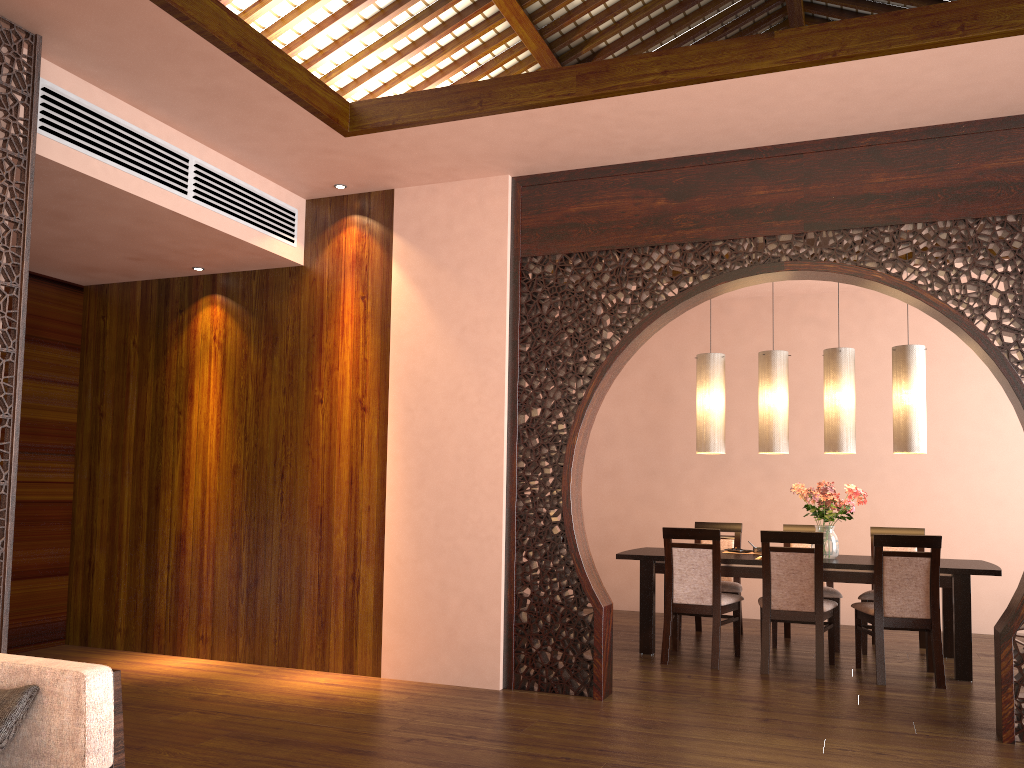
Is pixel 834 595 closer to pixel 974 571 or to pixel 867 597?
pixel 867 597

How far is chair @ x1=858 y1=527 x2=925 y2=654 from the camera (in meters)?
5.92

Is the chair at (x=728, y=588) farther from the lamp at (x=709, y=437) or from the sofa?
the sofa

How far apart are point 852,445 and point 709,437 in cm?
93

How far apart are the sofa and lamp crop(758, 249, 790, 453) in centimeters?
470cm

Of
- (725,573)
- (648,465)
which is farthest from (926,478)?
(725,573)

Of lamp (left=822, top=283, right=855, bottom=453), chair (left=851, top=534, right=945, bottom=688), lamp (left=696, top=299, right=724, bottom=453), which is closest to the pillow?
chair (left=851, top=534, right=945, bottom=688)

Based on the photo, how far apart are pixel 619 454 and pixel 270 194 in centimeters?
423cm

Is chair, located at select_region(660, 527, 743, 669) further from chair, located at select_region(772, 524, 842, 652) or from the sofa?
the sofa

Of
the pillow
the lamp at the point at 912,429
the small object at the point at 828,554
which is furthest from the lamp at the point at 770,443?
the pillow
